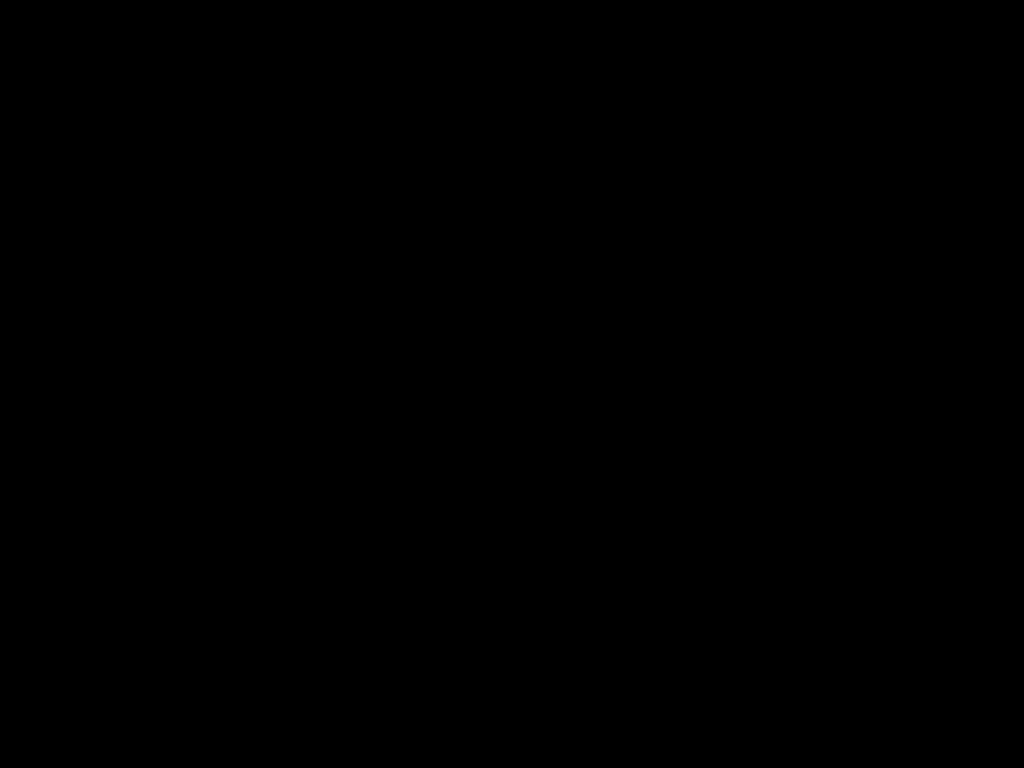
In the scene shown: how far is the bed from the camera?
0.37m

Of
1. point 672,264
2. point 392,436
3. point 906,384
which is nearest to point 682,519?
point 392,436

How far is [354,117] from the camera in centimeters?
48cm

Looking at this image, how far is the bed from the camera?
0.37m

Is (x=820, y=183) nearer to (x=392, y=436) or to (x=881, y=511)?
(x=881, y=511)
